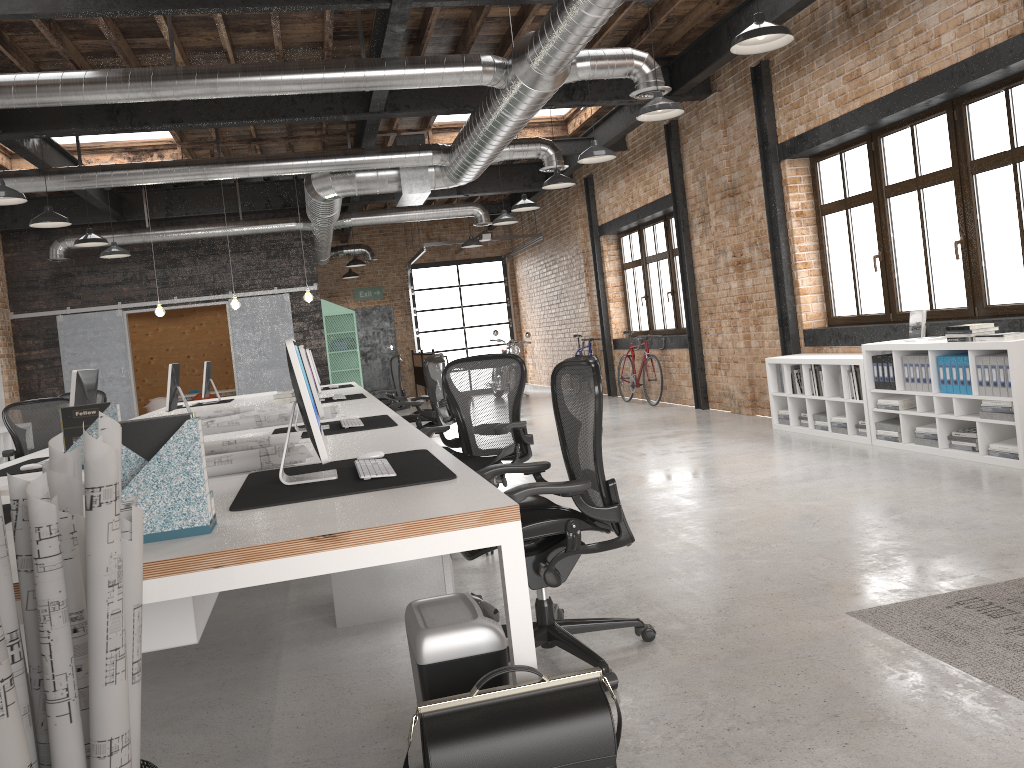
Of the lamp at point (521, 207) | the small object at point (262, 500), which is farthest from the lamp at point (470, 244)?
the small object at point (262, 500)

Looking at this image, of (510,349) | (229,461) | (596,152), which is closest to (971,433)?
(596,152)

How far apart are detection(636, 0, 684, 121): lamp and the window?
2.0 meters

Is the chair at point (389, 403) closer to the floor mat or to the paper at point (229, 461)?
the paper at point (229, 461)

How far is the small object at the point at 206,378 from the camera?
10.1 meters

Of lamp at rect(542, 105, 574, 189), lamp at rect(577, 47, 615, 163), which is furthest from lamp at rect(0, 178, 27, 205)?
lamp at rect(542, 105, 574, 189)

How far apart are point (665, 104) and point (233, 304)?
6.83m

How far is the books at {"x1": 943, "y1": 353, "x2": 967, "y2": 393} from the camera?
6.1m

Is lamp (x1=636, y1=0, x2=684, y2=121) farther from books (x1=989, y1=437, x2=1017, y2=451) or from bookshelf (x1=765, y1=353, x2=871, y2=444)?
books (x1=989, y1=437, x2=1017, y2=451)

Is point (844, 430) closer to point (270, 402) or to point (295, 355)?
point (270, 402)
